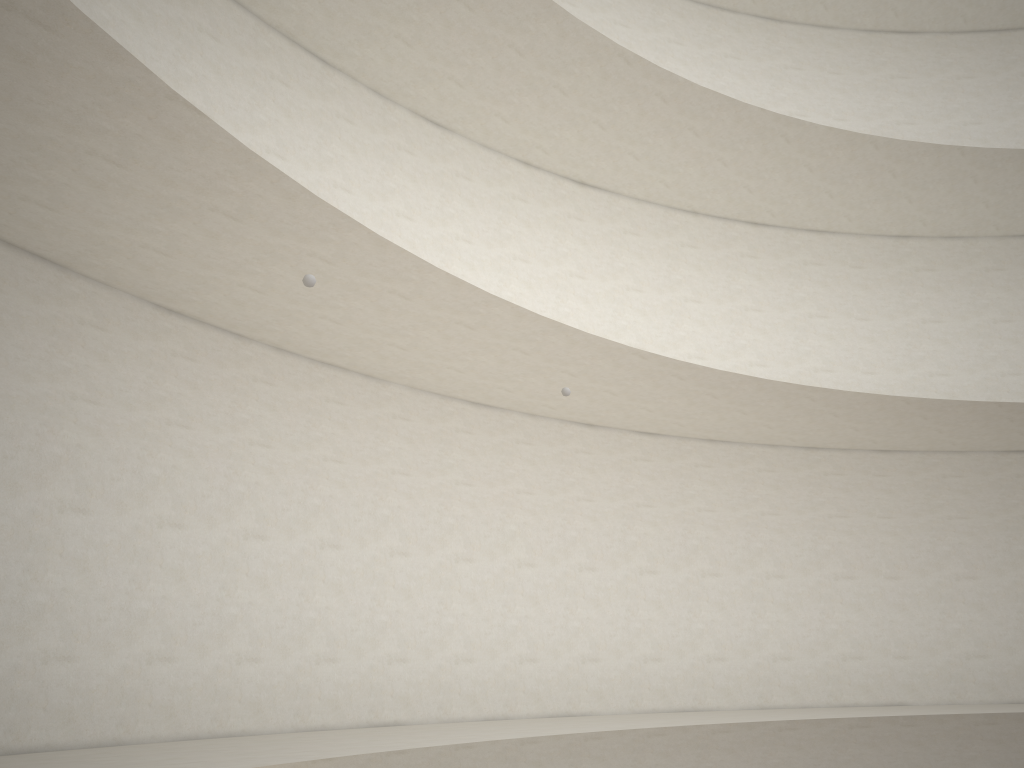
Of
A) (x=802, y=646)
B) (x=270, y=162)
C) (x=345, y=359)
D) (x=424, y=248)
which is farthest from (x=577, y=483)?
(x=270, y=162)
